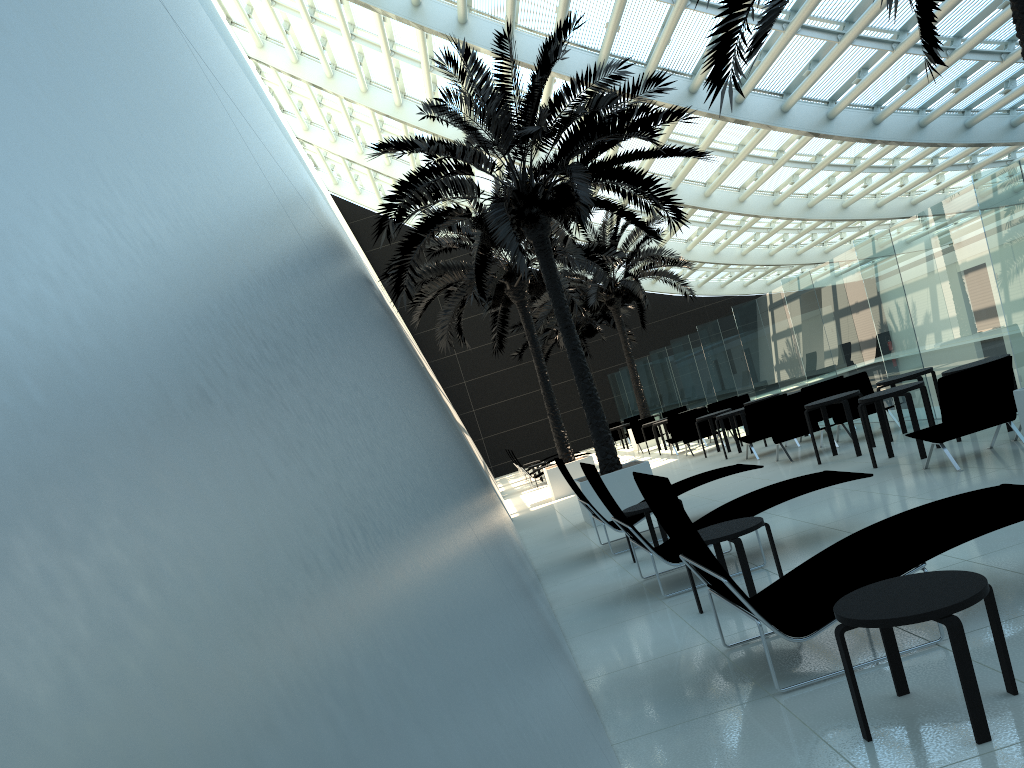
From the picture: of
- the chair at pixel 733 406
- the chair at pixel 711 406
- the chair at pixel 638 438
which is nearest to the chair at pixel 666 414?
the chair at pixel 638 438

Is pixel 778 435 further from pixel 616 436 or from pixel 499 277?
pixel 616 436

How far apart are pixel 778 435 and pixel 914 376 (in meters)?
2.36

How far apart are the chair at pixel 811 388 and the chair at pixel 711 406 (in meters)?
5.59

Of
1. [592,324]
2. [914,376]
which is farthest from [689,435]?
[592,324]

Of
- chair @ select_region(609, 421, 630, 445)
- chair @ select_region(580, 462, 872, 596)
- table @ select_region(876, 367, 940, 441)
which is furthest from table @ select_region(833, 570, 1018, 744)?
chair @ select_region(609, 421, 630, 445)

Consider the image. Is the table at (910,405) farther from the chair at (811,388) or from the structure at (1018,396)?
the chair at (811,388)

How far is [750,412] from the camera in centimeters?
1389cm

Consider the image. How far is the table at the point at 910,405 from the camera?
9.27m

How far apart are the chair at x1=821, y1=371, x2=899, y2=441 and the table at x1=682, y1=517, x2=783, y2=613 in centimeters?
755cm
